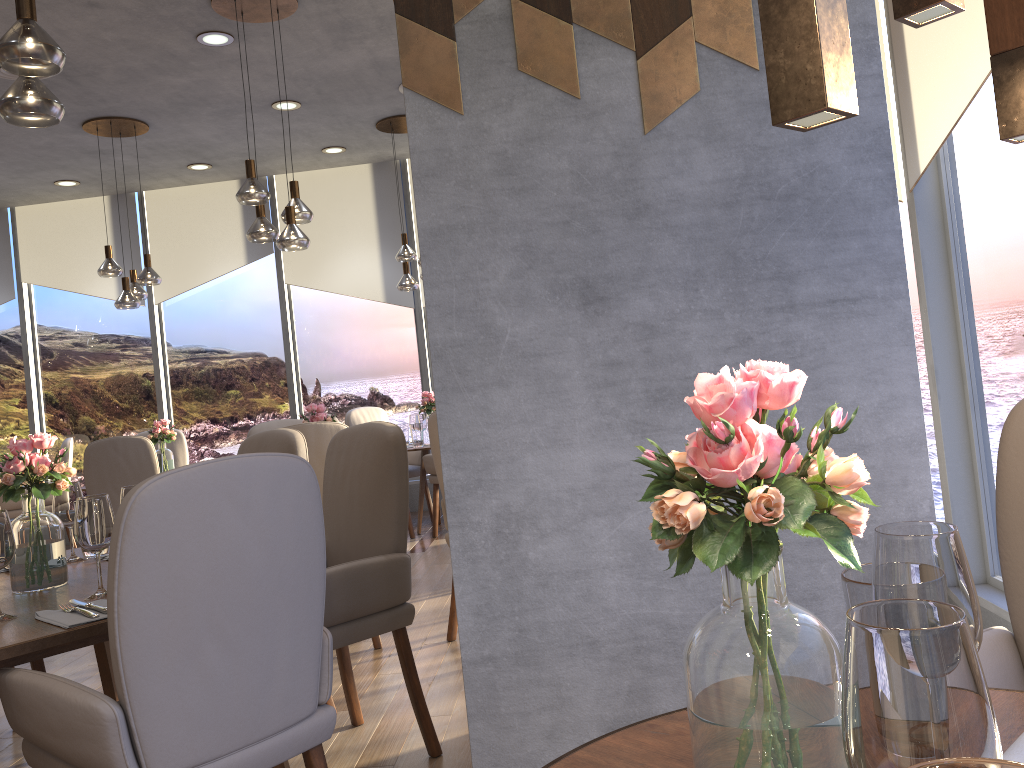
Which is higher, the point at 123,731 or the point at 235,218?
the point at 235,218

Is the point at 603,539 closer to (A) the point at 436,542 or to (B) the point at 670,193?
(B) the point at 670,193

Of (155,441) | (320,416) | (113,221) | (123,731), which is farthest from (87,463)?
(123,731)

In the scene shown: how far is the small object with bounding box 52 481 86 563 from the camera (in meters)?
2.72

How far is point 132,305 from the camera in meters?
6.1 m

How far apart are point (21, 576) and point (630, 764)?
2.0m

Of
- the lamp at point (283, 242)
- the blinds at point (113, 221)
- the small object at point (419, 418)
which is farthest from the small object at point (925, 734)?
the blinds at point (113, 221)

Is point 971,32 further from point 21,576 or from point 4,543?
point 21,576

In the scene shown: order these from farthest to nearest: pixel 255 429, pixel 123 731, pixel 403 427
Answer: pixel 403 427
pixel 255 429
pixel 123 731

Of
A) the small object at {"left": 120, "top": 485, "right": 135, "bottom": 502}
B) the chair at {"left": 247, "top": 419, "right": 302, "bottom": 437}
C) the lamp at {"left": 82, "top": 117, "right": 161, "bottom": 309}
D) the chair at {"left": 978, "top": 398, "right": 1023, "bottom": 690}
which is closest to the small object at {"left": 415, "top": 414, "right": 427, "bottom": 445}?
the chair at {"left": 247, "top": 419, "right": 302, "bottom": 437}
